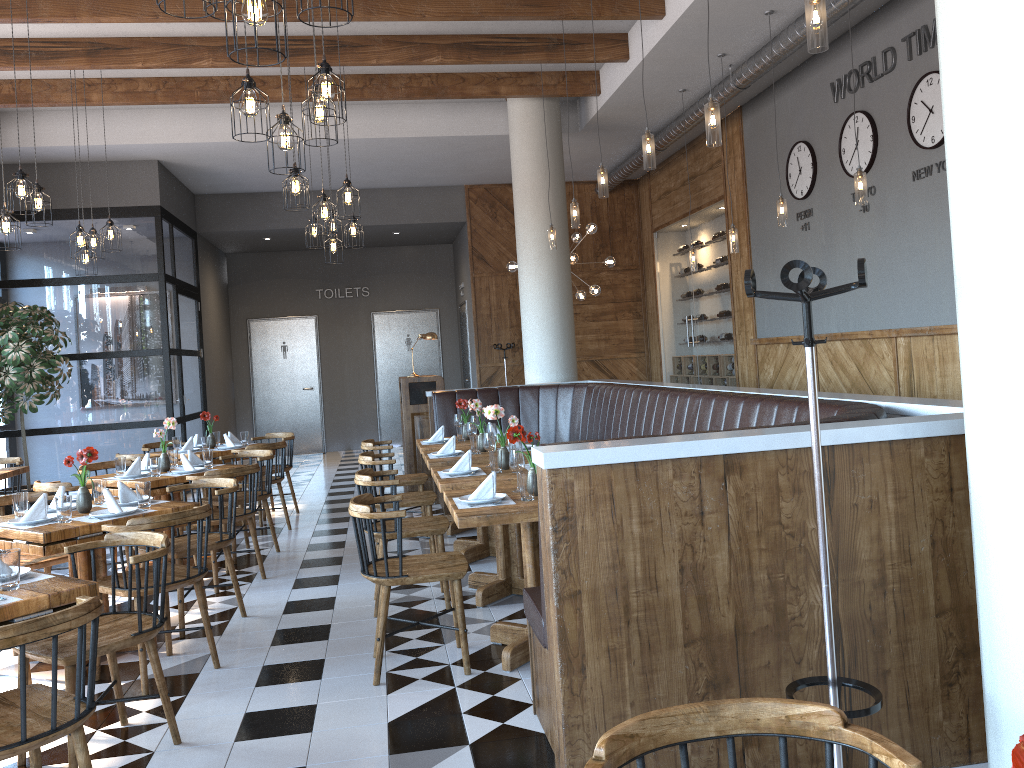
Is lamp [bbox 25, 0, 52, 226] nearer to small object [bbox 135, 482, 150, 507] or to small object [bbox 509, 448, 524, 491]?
small object [bbox 135, 482, 150, 507]

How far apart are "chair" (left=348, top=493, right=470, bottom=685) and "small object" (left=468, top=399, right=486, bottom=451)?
2.0 meters

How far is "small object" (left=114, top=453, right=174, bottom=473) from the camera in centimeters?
674cm

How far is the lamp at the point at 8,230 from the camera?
6.3 meters

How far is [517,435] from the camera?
4.3 meters

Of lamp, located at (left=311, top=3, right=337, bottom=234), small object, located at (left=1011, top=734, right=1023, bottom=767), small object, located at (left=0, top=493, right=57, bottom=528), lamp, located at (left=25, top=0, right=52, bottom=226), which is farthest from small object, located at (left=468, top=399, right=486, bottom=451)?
small object, located at (left=1011, top=734, right=1023, bottom=767)

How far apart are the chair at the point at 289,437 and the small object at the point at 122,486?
3.88m

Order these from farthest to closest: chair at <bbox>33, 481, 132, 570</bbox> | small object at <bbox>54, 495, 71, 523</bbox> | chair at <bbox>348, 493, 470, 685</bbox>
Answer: chair at <bbox>33, 481, 132, 570</bbox> → small object at <bbox>54, 495, 71, 523</bbox> → chair at <bbox>348, 493, 470, 685</bbox>

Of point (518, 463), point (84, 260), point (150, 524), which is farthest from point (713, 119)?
point (84, 260)

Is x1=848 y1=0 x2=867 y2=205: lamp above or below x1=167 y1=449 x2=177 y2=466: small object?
above
